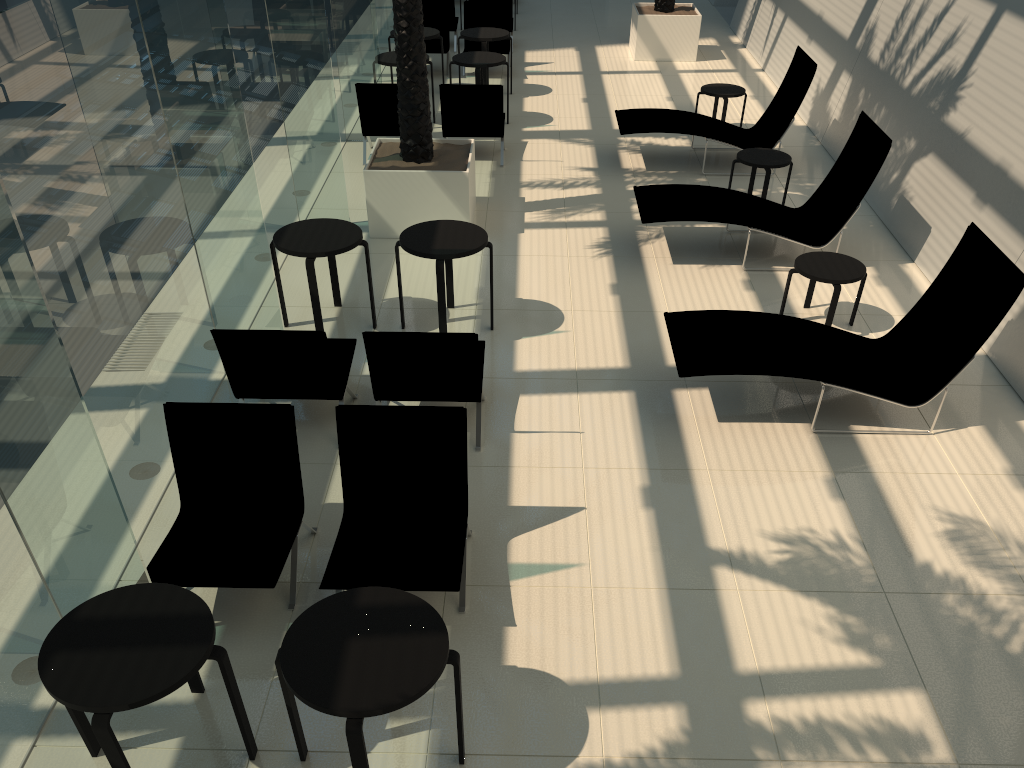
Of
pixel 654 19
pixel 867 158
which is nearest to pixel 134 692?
pixel 867 158

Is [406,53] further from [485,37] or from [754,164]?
[485,37]

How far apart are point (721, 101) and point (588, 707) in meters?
11.1 m

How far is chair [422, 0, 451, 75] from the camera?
14.33m

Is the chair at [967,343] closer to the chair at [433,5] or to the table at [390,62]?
the table at [390,62]

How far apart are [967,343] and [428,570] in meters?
3.9 m

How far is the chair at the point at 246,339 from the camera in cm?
553

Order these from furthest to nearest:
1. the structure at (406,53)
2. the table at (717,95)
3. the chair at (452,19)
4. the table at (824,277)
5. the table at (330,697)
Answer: the chair at (452,19), the table at (717,95), the structure at (406,53), the table at (824,277), the table at (330,697)

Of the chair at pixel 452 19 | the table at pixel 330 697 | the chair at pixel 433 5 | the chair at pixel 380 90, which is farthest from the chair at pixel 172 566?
the chair at pixel 452 19

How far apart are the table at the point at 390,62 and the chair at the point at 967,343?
6.7 meters
